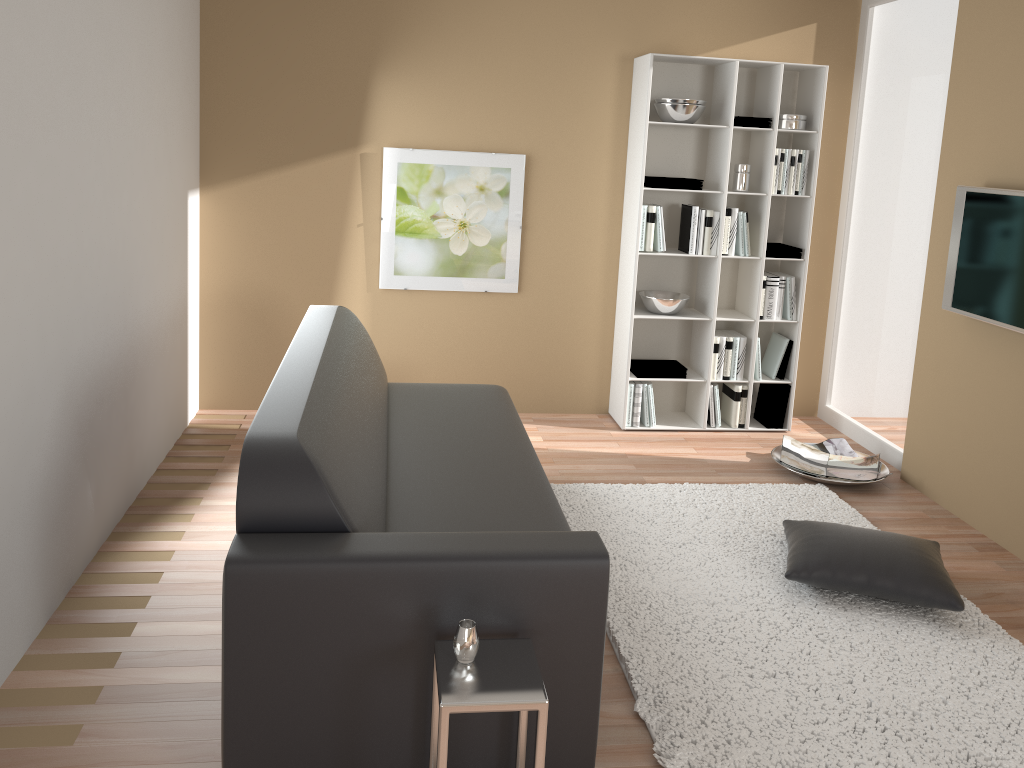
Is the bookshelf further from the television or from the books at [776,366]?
the television

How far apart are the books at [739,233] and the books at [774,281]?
0.2m

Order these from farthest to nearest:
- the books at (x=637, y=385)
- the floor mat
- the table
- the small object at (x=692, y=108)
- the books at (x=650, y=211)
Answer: the books at (x=637, y=385) → the books at (x=650, y=211) → the small object at (x=692, y=108) → the floor mat → the table

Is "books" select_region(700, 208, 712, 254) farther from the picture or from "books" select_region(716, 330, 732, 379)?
the picture

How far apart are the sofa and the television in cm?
206

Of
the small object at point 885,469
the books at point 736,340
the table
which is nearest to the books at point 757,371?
the books at point 736,340

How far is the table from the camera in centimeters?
191cm

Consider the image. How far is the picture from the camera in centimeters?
494cm

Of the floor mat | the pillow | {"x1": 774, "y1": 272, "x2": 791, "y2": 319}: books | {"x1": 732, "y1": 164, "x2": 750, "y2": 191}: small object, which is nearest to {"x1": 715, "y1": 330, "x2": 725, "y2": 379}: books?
{"x1": 774, "y1": 272, "x2": 791, "y2": 319}: books

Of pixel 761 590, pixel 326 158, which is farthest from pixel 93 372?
pixel 761 590
